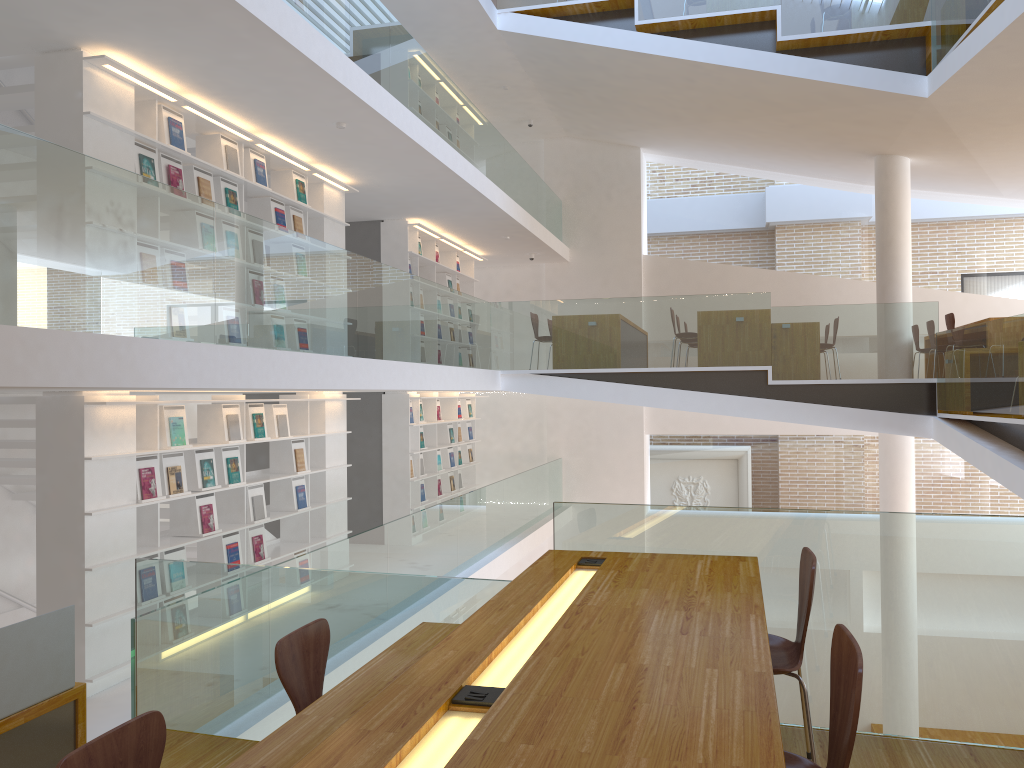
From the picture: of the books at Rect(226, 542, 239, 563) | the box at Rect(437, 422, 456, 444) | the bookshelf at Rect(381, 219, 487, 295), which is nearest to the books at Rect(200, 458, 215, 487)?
the books at Rect(226, 542, 239, 563)

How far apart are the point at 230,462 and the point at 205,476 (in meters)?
0.35

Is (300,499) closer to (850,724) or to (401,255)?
(401,255)

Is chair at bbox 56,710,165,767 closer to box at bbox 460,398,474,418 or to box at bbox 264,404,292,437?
box at bbox 264,404,292,437

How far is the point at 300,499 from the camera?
7.8m

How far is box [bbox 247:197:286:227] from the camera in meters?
Answer: 7.5

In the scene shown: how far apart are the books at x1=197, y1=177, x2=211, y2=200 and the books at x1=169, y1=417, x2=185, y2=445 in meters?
1.7

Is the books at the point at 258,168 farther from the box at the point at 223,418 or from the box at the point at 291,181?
the box at the point at 223,418

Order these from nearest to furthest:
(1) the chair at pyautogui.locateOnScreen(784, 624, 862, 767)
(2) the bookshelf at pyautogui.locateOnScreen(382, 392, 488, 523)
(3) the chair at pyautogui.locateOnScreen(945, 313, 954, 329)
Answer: (1) the chair at pyautogui.locateOnScreen(784, 624, 862, 767)
(3) the chair at pyautogui.locateOnScreen(945, 313, 954, 329)
(2) the bookshelf at pyautogui.locateOnScreen(382, 392, 488, 523)

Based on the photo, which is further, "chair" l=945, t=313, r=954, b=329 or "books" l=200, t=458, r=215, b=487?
"chair" l=945, t=313, r=954, b=329
